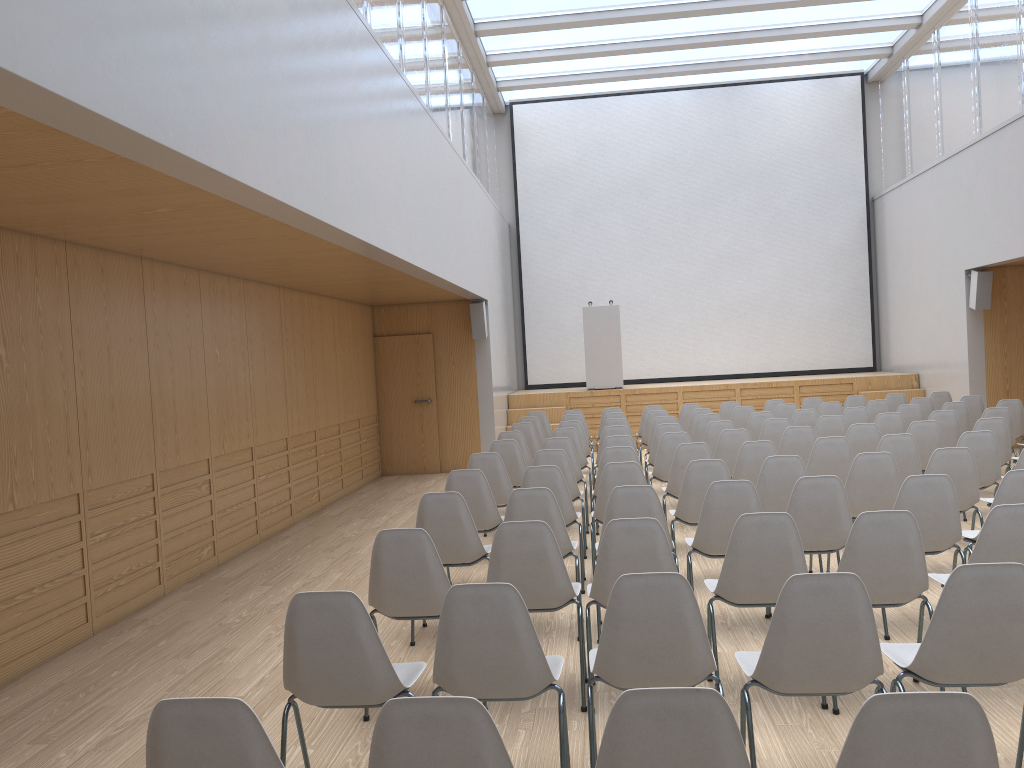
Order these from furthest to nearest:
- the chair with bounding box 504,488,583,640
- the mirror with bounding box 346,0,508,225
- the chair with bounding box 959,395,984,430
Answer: the chair with bounding box 959,395,984,430, the mirror with bounding box 346,0,508,225, the chair with bounding box 504,488,583,640

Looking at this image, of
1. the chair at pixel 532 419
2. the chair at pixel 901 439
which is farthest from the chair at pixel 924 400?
the chair at pixel 532 419

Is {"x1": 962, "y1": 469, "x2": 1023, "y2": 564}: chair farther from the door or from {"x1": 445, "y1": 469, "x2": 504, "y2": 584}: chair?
the door

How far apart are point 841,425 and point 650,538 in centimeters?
546cm

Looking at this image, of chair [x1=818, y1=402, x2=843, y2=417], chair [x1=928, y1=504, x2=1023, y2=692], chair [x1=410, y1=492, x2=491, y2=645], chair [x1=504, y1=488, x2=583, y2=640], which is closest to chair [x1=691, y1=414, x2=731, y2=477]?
chair [x1=818, y1=402, x2=843, y2=417]

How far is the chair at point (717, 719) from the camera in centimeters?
189cm

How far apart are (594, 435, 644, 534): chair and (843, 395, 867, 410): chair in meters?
5.0 m

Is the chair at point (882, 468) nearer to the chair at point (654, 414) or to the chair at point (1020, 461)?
the chair at point (1020, 461)

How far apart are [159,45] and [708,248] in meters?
13.7 m

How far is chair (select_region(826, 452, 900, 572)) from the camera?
5.6 meters
